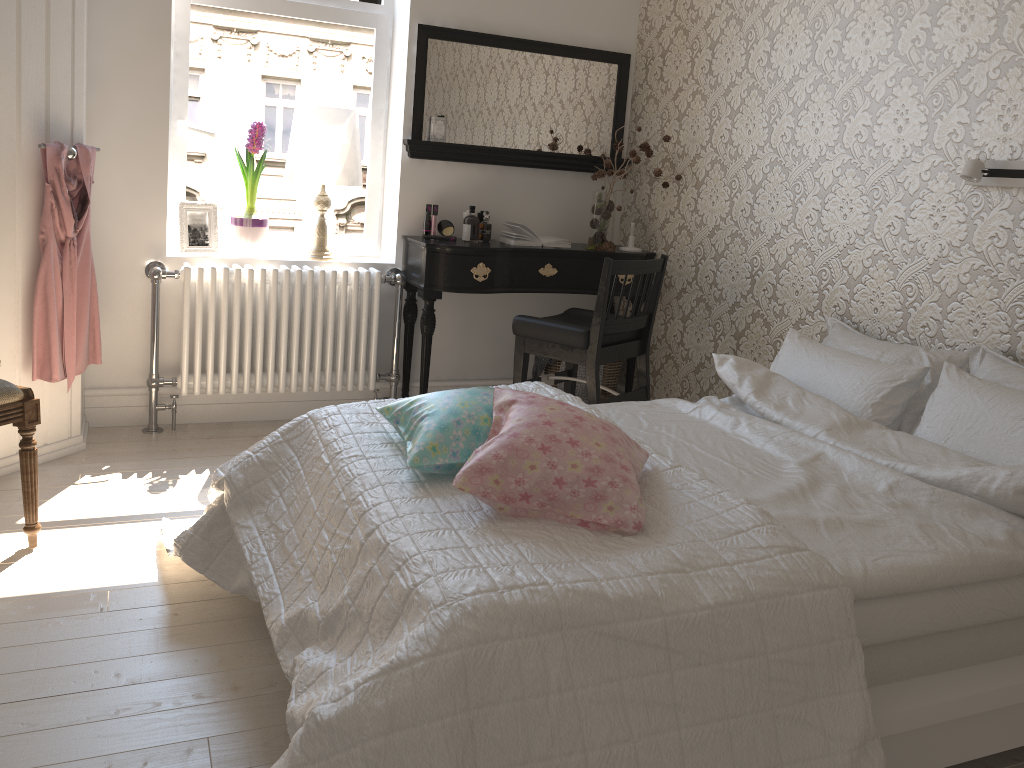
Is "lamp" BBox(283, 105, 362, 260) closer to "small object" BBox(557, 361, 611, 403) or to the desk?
the desk

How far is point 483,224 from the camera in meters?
3.8 m

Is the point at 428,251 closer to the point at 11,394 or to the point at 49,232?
the point at 49,232

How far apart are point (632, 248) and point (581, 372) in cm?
60

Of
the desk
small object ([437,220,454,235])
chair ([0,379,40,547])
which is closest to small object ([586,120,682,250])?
the desk

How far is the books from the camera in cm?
380

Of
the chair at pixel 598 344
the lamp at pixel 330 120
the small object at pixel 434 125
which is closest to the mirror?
the small object at pixel 434 125

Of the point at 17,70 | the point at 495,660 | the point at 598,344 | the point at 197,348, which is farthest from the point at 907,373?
the point at 17,70

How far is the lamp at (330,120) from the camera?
3.6 meters

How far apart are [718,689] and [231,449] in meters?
2.5 m
